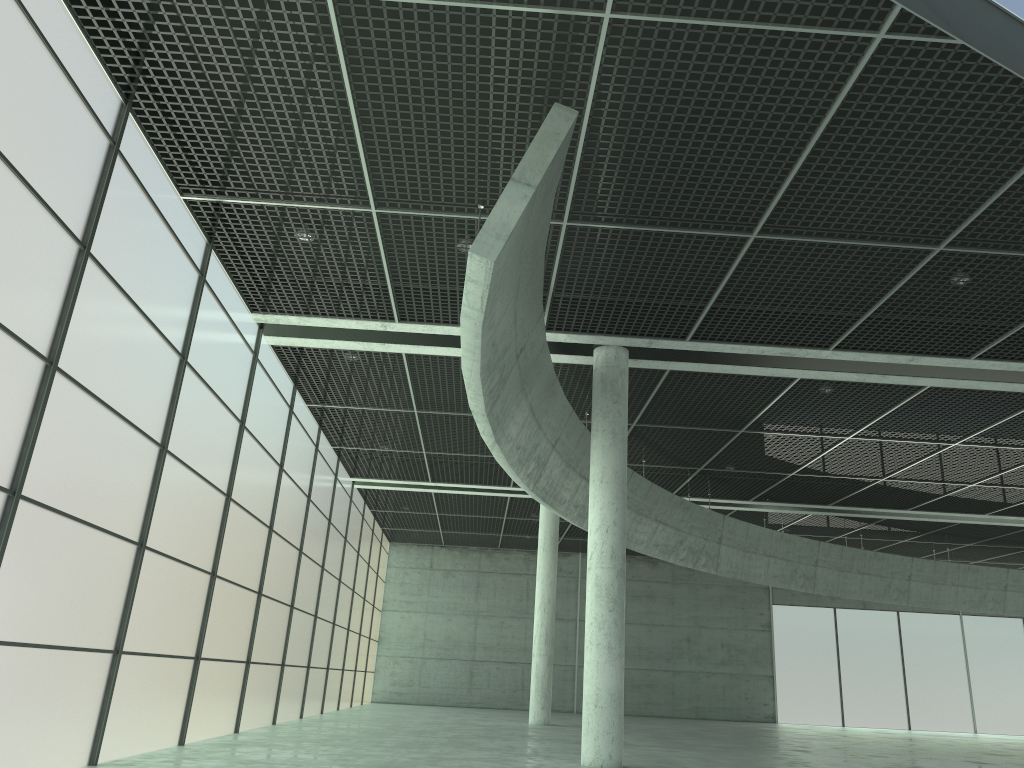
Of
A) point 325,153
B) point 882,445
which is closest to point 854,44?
point 325,153

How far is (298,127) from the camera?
19.05m

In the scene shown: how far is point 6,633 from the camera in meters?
15.4 m

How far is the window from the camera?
15.4 meters

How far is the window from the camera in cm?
1538
